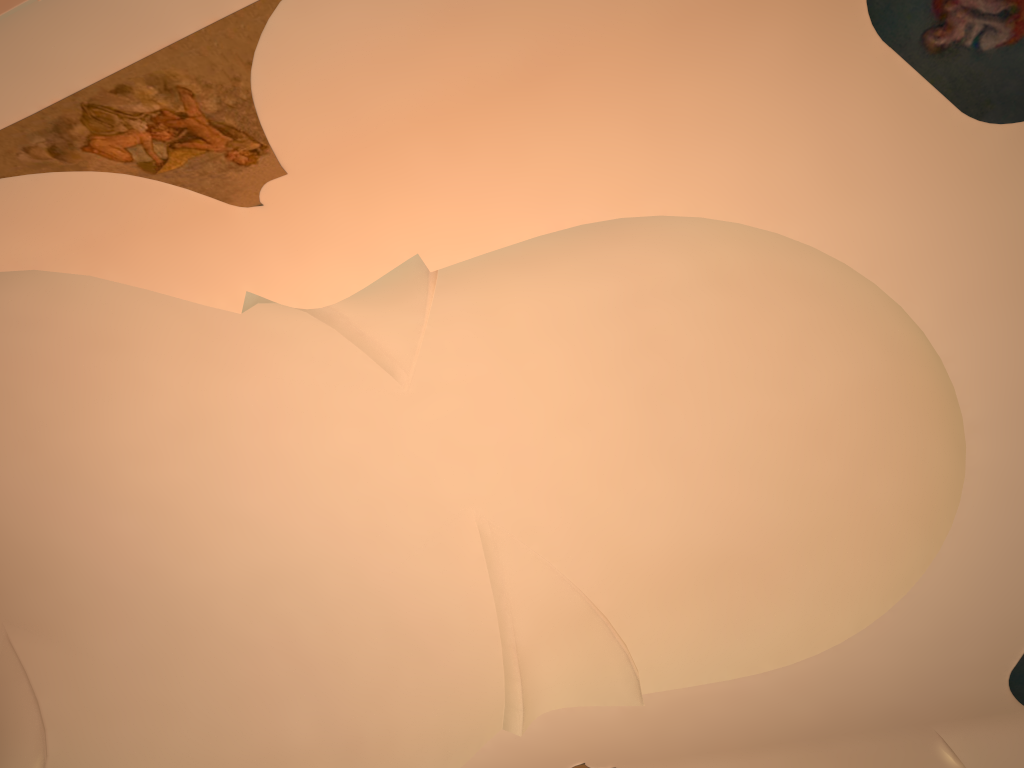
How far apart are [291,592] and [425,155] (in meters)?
6.32
